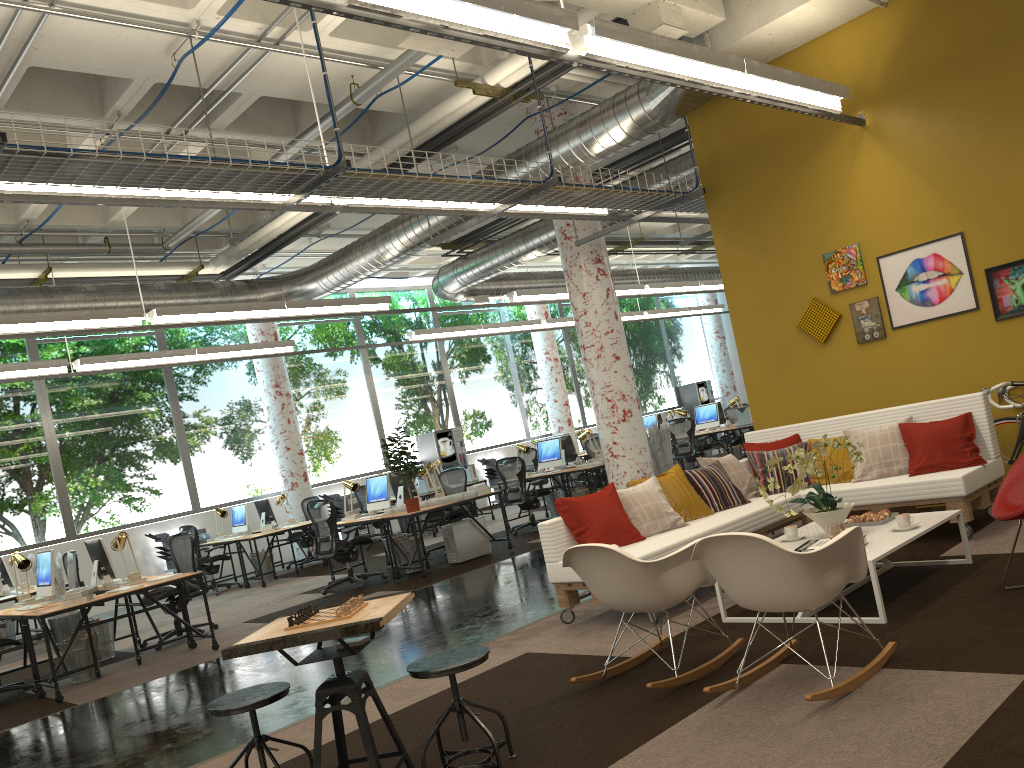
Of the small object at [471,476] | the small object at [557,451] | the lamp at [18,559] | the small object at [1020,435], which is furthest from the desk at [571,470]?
the lamp at [18,559]

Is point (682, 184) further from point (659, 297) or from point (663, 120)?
point (659, 297)

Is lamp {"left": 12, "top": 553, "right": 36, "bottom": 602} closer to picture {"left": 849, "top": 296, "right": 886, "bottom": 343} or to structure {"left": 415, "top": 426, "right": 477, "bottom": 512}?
picture {"left": 849, "top": 296, "right": 886, "bottom": 343}

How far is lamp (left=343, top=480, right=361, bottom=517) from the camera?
10.9m

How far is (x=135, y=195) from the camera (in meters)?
5.71

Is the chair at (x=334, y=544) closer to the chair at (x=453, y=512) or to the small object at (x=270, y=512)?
the chair at (x=453, y=512)

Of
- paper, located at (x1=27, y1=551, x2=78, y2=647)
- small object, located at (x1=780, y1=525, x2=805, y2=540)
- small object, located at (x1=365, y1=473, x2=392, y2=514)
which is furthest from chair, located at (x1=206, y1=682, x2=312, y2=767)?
paper, located at (x1=27, y1=551, x2=78, y2=647)

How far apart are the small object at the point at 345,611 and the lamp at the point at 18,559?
6.16m

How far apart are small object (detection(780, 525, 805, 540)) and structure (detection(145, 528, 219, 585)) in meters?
11.1 m

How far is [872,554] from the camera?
4.62m
